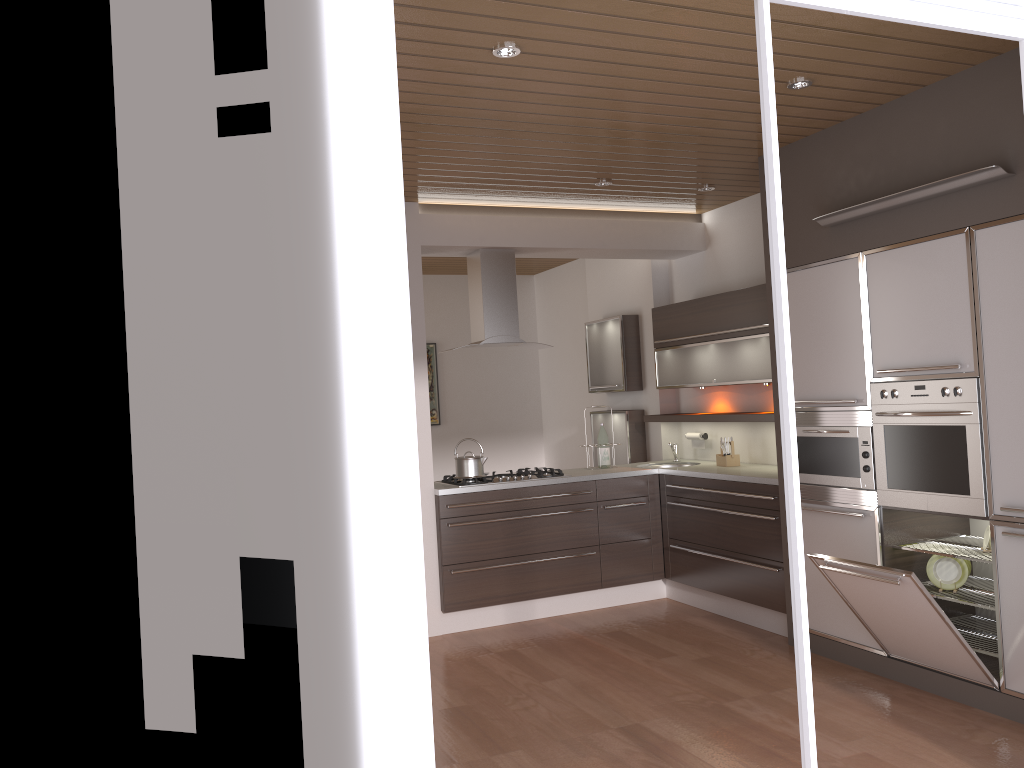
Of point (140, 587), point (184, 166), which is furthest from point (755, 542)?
point (184, 166)

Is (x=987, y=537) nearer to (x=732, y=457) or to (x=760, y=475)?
(x=760, y=475)

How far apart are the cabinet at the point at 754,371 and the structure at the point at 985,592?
1.65m

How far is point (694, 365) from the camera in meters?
6.1

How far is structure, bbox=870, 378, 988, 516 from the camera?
3.75m

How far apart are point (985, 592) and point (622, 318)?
3.5 meters

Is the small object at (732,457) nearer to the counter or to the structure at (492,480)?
the counter

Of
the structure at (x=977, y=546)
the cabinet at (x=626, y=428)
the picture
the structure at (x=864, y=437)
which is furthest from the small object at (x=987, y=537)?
the picture

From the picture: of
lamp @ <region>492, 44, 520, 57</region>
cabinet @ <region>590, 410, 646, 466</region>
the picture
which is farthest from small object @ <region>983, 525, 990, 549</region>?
the picture

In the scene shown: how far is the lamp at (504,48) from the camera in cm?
318
